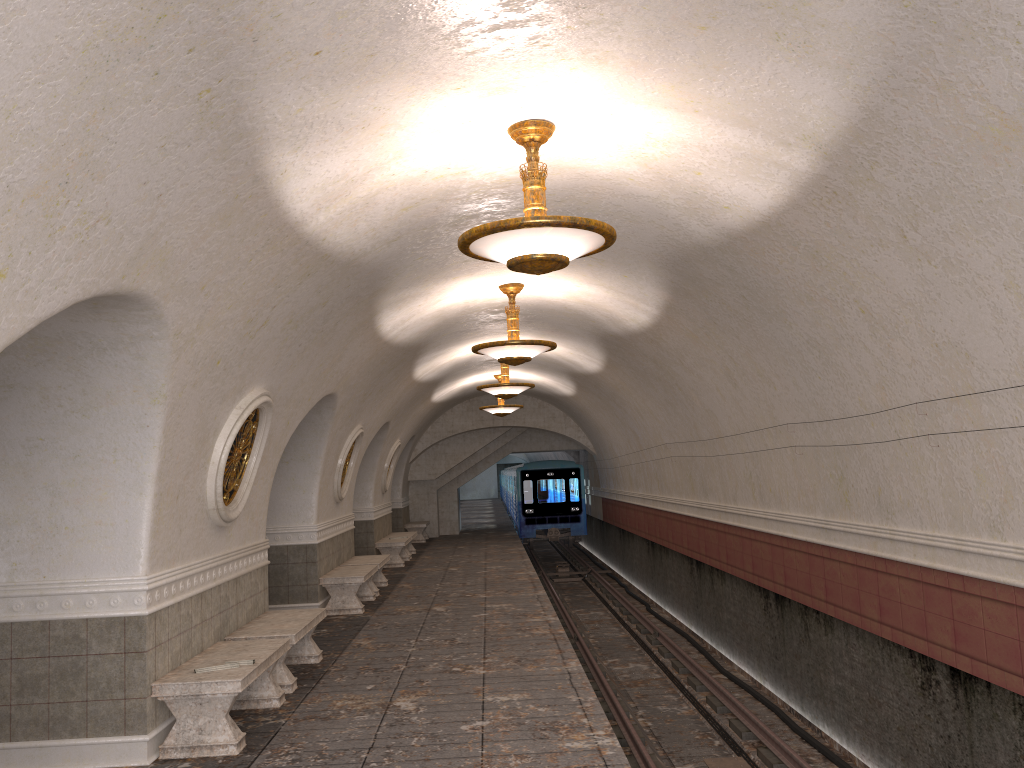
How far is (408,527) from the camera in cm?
2418

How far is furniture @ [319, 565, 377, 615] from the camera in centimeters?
1198cm

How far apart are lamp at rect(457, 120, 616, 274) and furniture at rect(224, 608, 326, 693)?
3.90m

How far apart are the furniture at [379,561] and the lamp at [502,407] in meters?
5.7

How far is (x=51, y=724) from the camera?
5.88m

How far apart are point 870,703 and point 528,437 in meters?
19.4

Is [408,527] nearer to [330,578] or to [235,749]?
[330,578]

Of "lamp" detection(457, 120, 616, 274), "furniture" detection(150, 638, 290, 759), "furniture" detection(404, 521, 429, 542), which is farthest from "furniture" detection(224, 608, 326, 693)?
"furniture" detection(404, 521, 429, 542)

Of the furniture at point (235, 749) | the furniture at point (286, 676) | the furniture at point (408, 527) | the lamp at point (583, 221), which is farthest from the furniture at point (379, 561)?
the furniture at point (408, 527)

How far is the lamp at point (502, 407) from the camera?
19.59m
